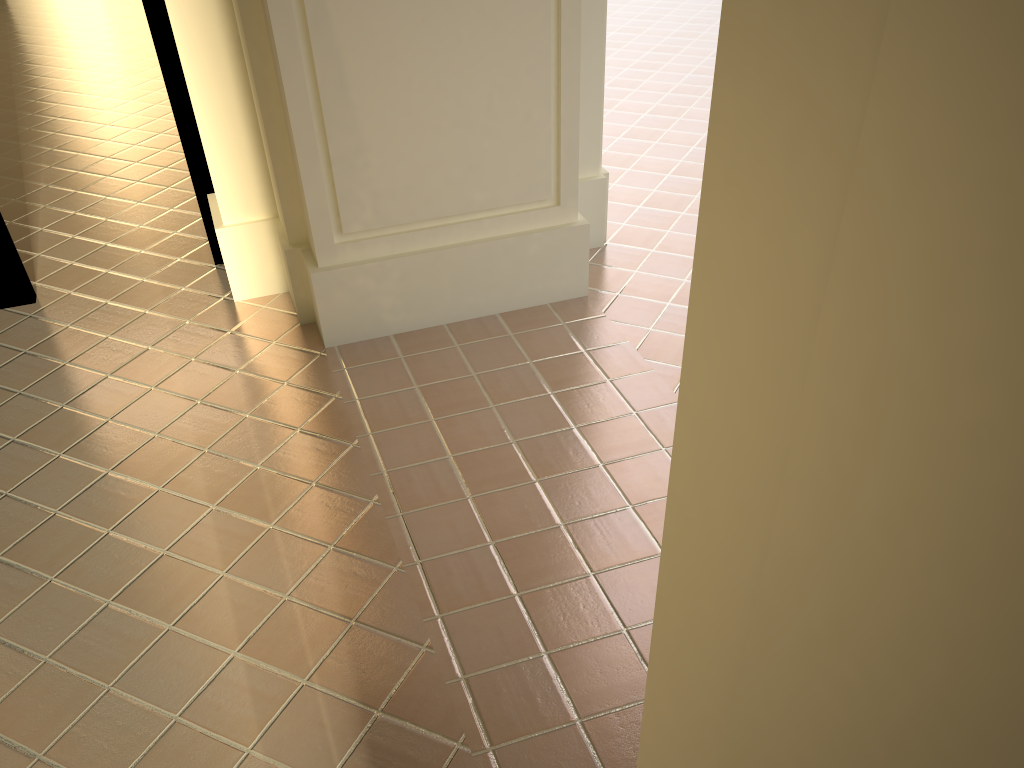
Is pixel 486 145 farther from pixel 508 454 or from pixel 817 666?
pixel 817 666
